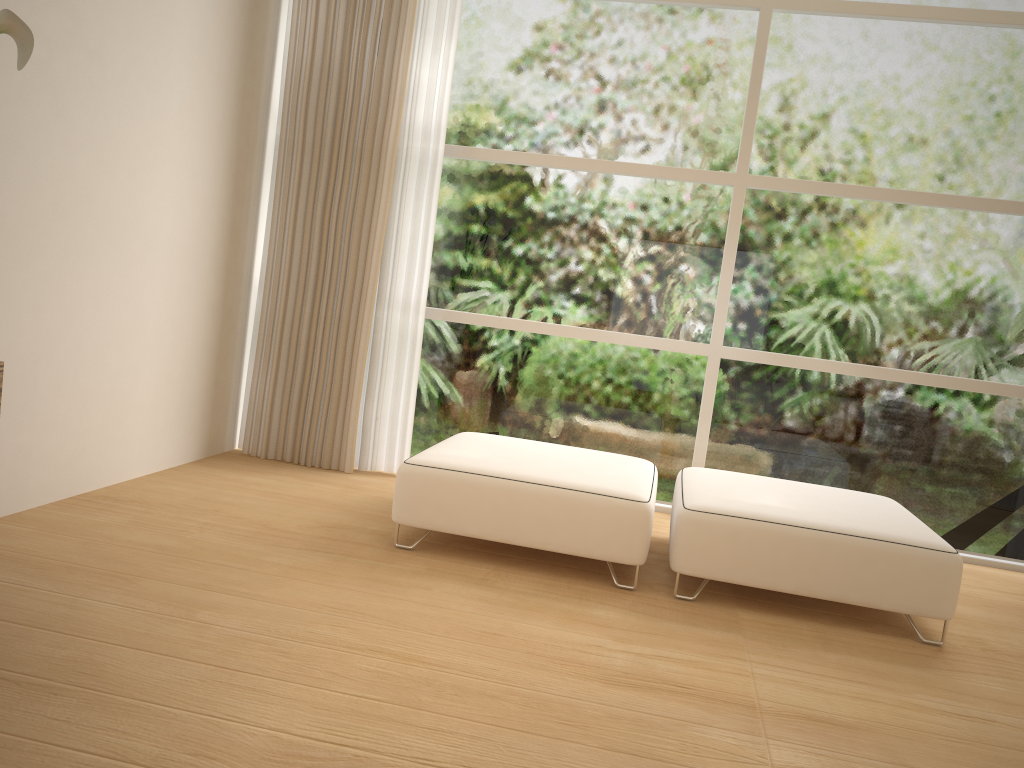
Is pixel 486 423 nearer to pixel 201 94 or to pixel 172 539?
pixel 172 539

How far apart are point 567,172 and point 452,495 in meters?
2.0

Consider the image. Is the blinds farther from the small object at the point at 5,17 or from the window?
the small object at the point at 5,17

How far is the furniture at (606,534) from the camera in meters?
3.1 m

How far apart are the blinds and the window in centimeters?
14cm

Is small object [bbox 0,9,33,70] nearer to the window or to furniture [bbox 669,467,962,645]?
furniture [bbox 669,467,962,645]

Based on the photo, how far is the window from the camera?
4.2m

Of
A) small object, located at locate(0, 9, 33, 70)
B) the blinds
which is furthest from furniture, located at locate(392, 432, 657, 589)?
small object, located at locate(0, 9, 33, 70)

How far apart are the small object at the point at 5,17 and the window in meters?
2.7 m

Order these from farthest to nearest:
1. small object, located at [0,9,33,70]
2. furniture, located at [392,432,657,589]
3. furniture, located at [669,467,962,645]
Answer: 1. furniture, located at [392,432,657,589]
2. furniture, located at [669,467,962,645]
3. small object, located at [0,9,33,70]
